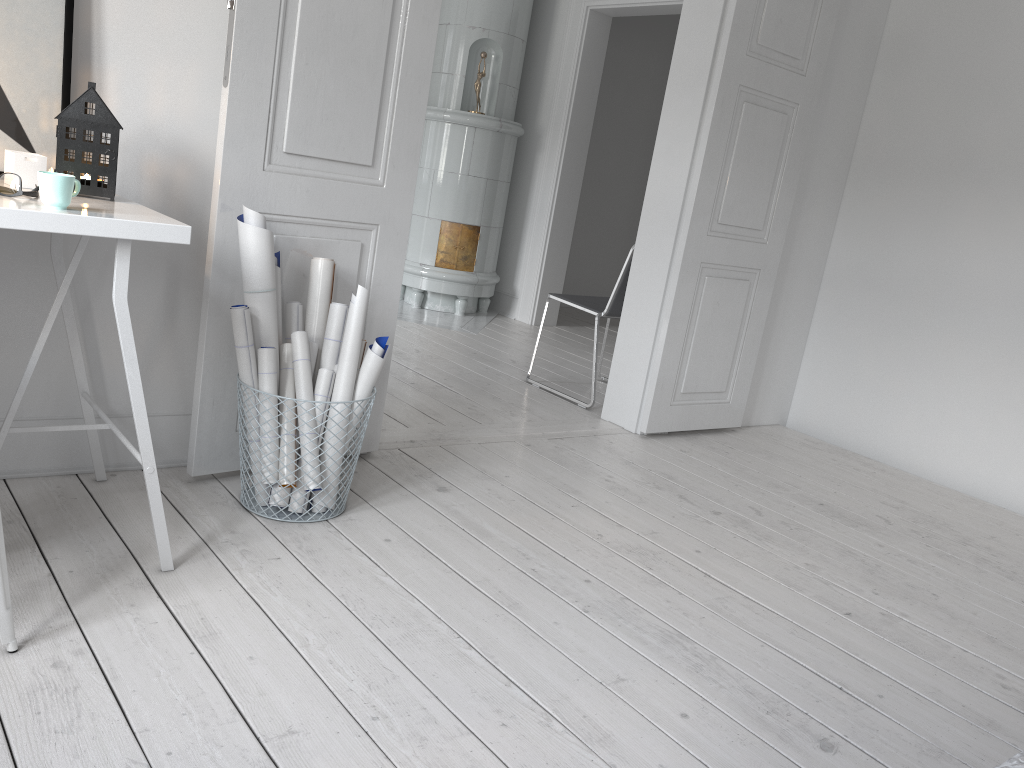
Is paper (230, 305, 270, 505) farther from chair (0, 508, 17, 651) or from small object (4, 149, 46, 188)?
chair (0, 508, 17, 651)

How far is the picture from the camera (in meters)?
2.02

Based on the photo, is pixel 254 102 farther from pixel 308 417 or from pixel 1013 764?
pixel 1013 764

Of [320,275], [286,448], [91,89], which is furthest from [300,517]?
[91,89]

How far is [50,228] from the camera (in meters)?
1.62

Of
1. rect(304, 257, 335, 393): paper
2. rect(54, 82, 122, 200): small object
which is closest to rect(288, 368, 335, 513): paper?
rect(304, 257, 335, 393): paper

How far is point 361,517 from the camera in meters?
2.5 m

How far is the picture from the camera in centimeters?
202cm

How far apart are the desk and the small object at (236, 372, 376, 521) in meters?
0.4

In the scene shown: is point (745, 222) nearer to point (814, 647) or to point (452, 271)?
point (814, 647)
